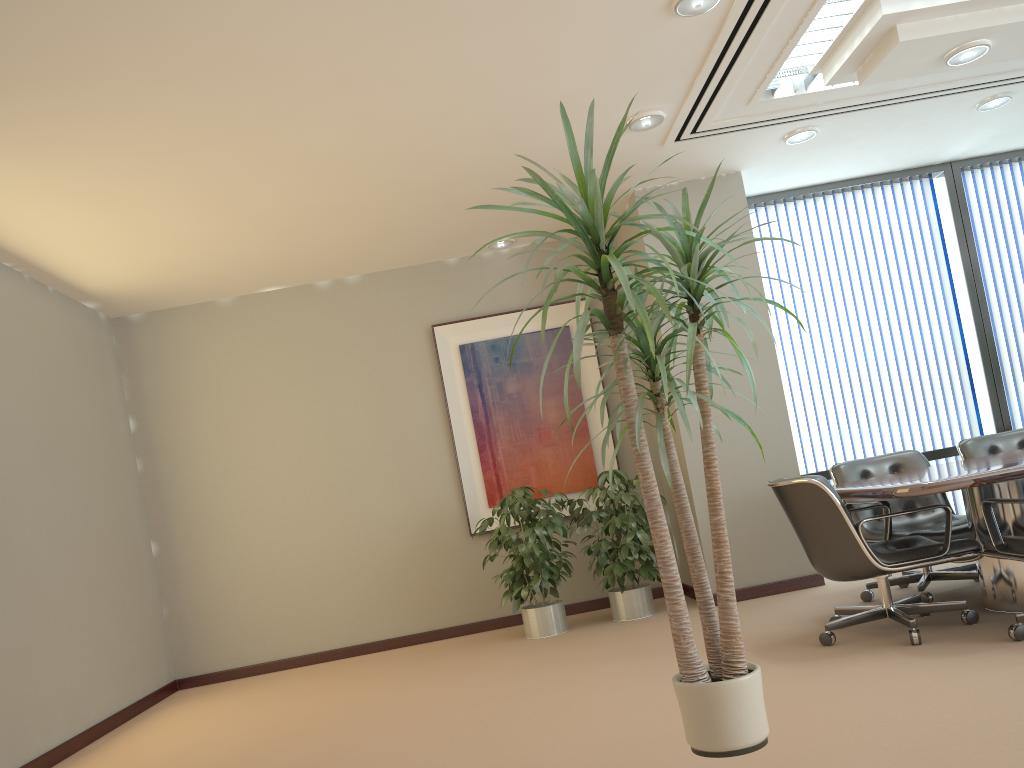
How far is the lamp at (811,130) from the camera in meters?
5.9

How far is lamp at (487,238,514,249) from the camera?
7.1 meters

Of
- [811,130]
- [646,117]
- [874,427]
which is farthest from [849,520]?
[874,427]

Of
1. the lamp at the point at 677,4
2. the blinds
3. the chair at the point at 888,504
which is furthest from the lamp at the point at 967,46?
the blinds

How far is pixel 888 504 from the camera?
4.96m

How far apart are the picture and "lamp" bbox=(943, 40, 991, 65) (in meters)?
3.34

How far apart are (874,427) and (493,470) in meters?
3.1

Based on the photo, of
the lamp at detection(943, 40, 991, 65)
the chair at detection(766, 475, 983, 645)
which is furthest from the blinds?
the lamp at detection(943, 40, 991, 65)

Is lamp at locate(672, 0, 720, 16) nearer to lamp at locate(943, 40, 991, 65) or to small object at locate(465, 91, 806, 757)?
lamp at locate(943, 40, 991, 65)

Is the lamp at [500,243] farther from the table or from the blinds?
the table
